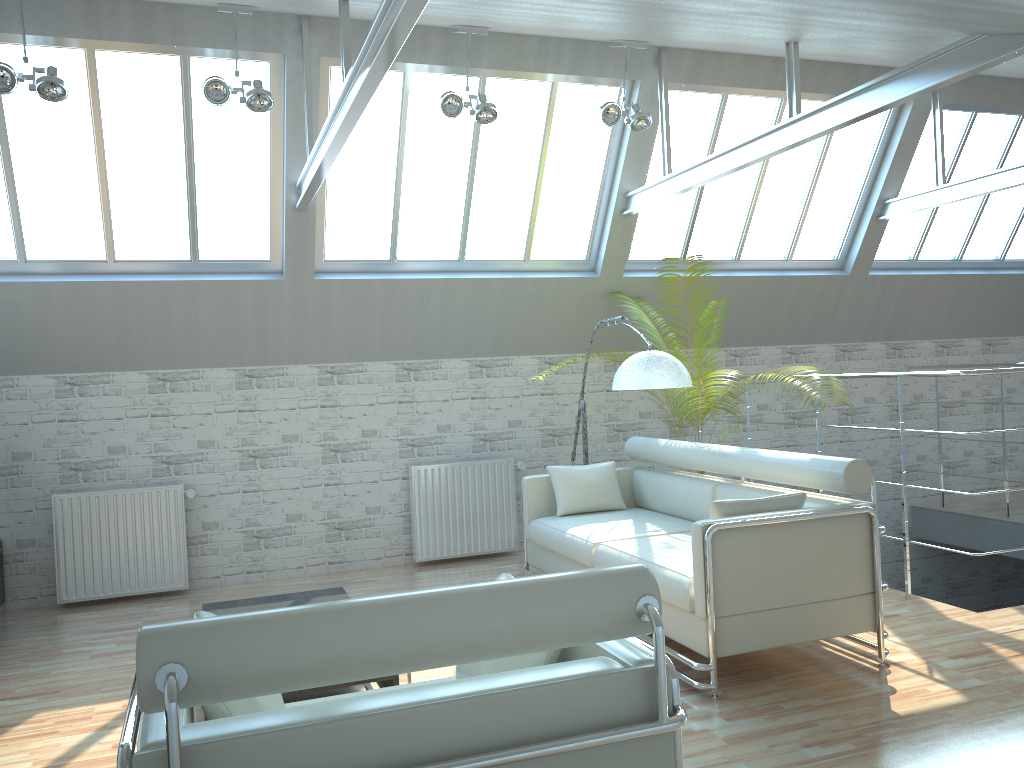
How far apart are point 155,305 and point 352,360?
3.0m

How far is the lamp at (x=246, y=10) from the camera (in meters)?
10.10

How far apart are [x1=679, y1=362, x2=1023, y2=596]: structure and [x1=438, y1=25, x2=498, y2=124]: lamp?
6.06m

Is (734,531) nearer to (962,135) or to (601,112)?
(601,112)

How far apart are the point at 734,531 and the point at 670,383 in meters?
3.1

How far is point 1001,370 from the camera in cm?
1011

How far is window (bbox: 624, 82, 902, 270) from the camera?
14.14m

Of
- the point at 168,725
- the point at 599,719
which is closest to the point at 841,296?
the point at 599,719

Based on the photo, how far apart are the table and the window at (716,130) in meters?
9.2

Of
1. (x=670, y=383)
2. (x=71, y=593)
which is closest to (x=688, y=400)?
(x=670, y=383)
